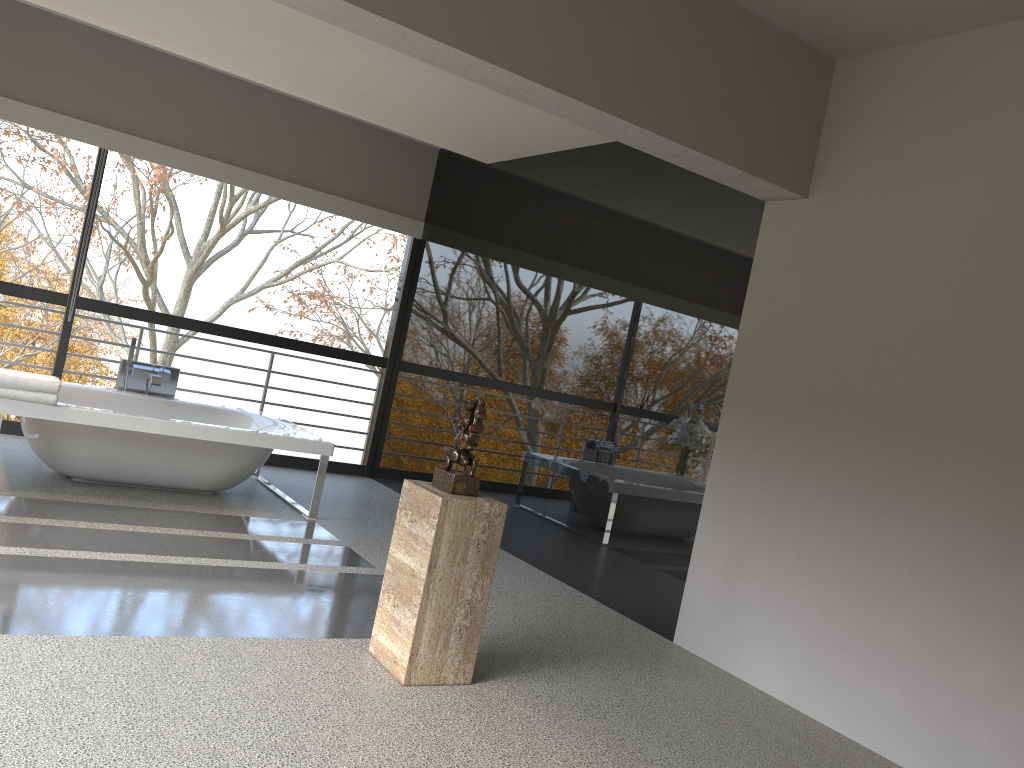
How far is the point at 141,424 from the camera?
5.08m

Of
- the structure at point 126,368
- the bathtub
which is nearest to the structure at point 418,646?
the bathtub

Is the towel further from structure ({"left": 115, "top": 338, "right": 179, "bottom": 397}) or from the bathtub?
structure ({"left": 115, "top": 338, "right": 179, "bottom": 397})

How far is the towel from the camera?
4.69m

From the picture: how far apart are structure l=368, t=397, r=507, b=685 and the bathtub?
2.3 meters

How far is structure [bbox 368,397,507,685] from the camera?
3.2 meters

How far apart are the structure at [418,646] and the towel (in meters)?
2.48

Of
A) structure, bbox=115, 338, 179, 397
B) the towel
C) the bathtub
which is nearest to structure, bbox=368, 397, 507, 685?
the bathtub

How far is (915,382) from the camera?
3.68m

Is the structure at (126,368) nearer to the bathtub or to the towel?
the bathtub
